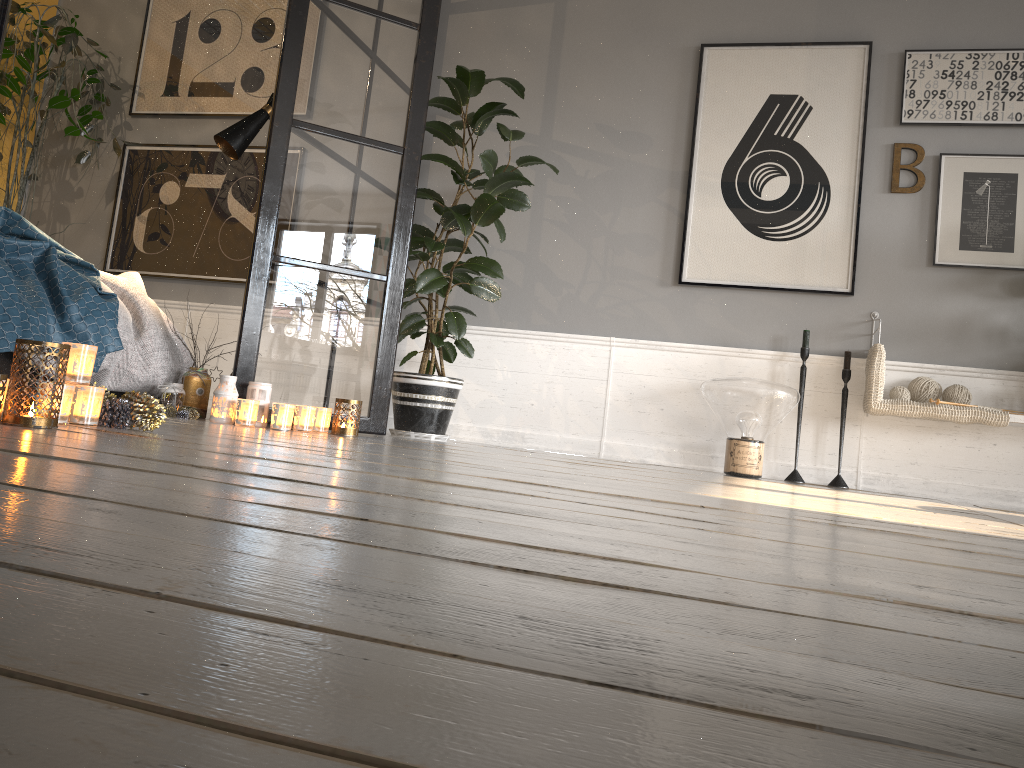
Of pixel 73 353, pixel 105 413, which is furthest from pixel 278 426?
pixel 73 353

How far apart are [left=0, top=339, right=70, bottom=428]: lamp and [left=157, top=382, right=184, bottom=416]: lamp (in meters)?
1.33

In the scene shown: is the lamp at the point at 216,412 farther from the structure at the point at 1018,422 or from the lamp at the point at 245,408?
the structure at the point at 1018,422

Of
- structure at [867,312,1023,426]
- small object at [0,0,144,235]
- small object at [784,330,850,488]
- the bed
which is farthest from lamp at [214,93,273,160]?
structure at [867,312,1023,426]

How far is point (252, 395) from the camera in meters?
3.3 m

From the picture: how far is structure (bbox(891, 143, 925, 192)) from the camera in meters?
4.1 m

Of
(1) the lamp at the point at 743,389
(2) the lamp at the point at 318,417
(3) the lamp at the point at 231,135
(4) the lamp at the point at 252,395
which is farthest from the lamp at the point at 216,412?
(1) the lamp at the point at 743,389

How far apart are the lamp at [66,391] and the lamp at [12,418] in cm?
7

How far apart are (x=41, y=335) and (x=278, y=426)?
0.8m

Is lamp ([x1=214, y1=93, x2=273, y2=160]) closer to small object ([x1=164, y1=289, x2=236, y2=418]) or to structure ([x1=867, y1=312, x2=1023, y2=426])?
small object ([x1=164, y1=289, x2=236, y2=418])
